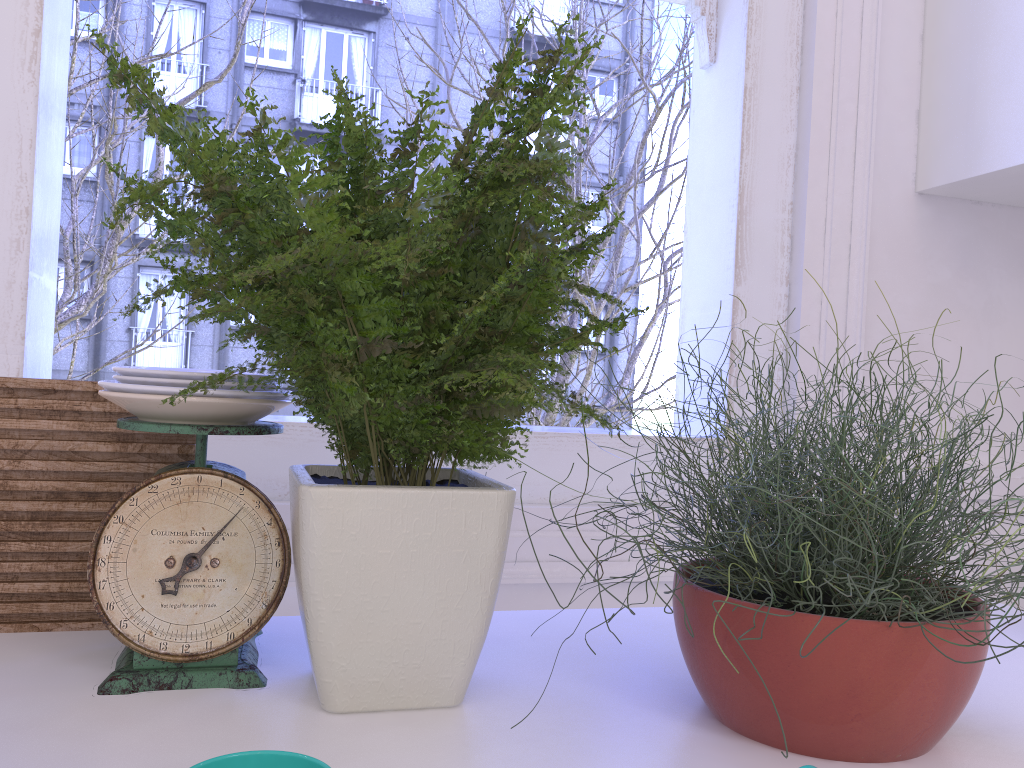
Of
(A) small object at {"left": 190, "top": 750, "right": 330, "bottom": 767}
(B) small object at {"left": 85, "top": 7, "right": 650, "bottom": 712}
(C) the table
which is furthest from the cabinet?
(A) small object at {"left": 190, "top": 750, "right": 330, "bottom": 767}

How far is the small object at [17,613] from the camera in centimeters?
82cm

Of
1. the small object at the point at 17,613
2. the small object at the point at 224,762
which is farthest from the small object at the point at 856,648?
the small object at the point at 17,613

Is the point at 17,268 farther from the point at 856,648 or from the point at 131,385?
the point at 856,648

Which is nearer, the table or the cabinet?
the table

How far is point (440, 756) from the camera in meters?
0.6 m

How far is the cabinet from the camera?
1.3 meters

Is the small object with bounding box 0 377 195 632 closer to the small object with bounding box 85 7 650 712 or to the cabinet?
the small object with bounding box 85 7 650 712

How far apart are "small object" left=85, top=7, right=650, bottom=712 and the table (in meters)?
0.01

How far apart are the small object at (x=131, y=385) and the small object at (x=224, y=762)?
0.3 meters
